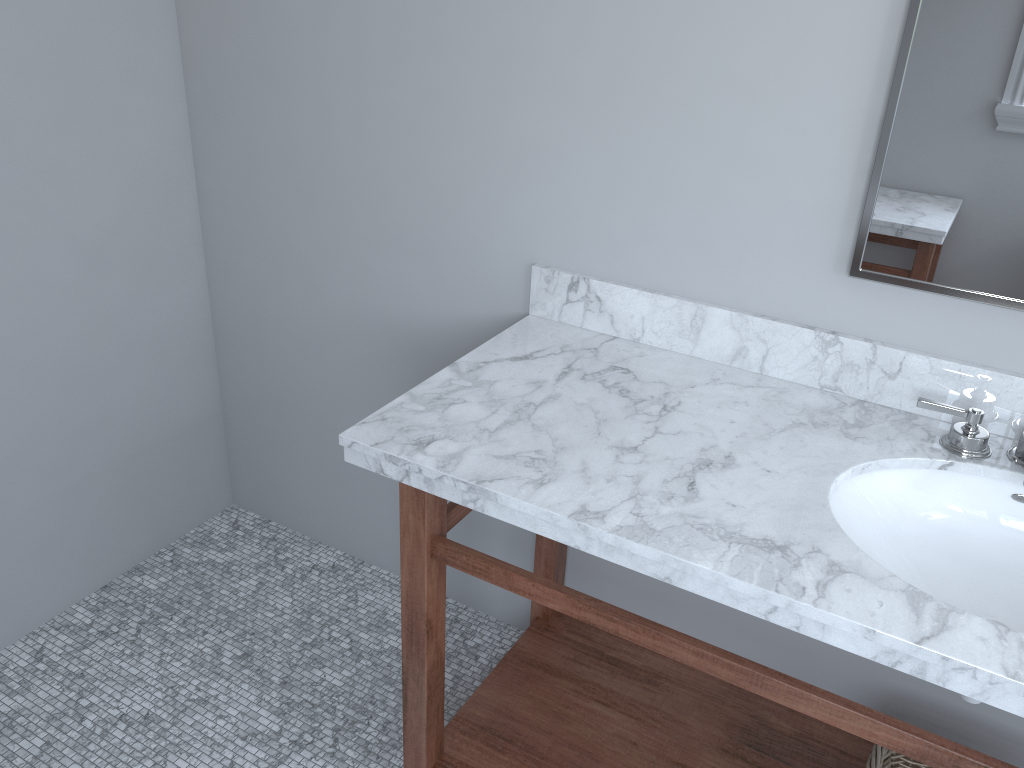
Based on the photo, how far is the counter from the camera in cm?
113

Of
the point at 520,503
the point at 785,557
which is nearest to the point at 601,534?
the point at 520,503

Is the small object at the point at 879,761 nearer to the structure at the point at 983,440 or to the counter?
the counter

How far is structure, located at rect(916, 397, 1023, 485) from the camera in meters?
1.4

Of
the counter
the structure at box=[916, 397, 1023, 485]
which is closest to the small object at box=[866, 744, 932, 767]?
the counter

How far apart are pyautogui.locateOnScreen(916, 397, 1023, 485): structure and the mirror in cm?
17

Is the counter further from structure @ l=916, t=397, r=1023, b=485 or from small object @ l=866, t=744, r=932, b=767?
small object @ l=866, t=744, r=932, b=767

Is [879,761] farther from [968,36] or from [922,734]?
[968,36]

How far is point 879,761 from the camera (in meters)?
1.52

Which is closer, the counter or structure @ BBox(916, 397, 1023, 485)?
the counter
